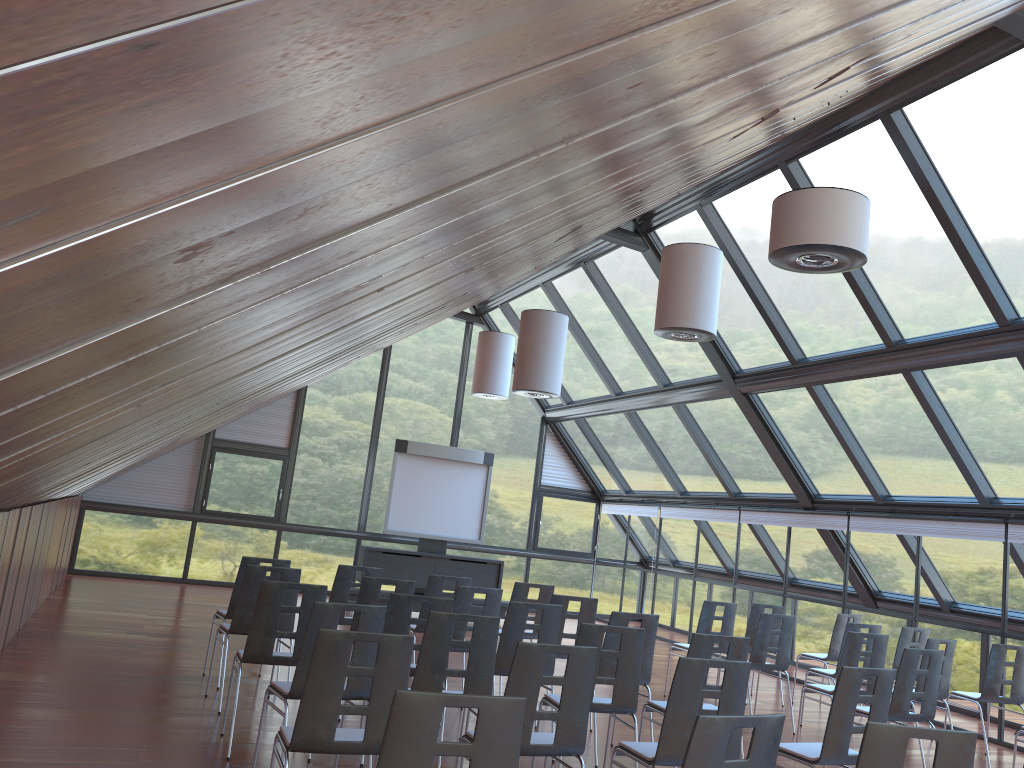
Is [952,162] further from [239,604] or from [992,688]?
[239,604]

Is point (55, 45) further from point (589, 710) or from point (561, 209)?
point (589, 710)

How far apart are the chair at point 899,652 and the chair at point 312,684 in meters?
7.3 m

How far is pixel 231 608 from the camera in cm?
824

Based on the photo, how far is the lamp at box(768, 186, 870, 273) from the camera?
6.0 meters

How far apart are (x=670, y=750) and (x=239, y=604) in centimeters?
409cm

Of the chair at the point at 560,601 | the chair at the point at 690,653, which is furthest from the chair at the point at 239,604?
the chair at the point at 690,653

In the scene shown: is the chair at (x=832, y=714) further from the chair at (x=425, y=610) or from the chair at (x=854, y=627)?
the chair at (x=425, y=610)

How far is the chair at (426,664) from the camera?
5.50m

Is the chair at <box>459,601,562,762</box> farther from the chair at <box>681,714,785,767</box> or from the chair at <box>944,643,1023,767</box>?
the chair at <box>944,643,1023,767</box>
